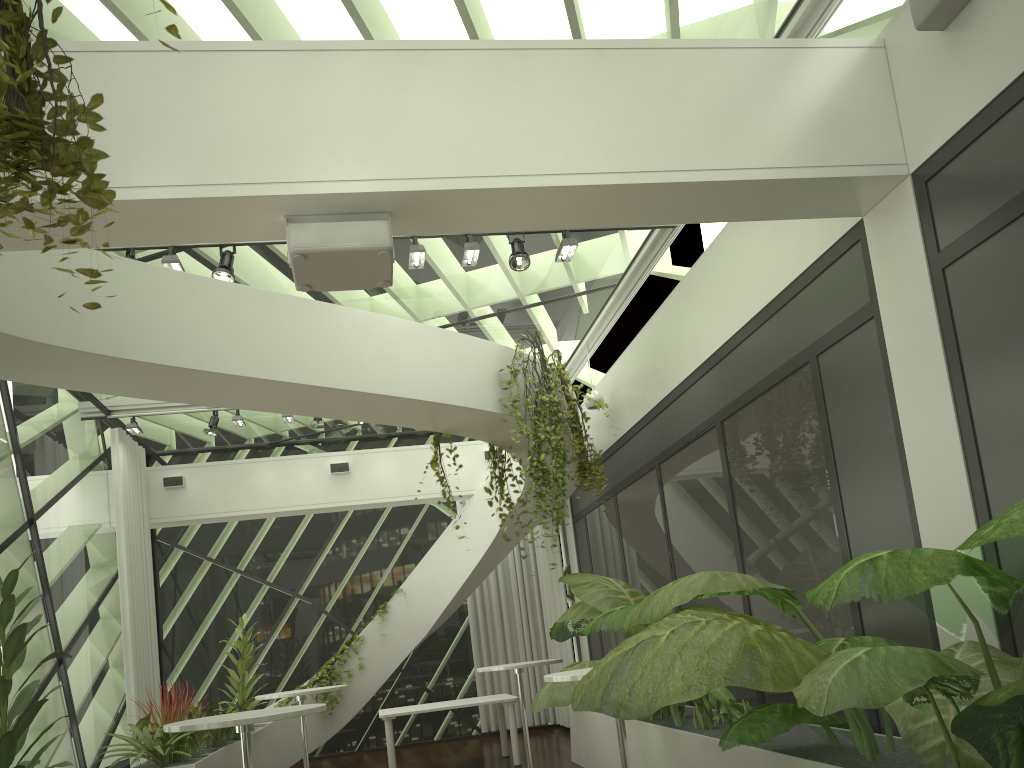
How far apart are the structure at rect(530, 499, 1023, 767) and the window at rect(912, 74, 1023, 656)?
0.4 meters

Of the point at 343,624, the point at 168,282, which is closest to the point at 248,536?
the point at 343,624

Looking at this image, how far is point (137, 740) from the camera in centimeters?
719cm

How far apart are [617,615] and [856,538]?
1.5 meters

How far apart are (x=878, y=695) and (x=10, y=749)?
3.6 meters

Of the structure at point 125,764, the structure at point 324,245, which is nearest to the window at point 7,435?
the structure at point 125,764

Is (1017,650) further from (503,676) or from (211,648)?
(211,648)

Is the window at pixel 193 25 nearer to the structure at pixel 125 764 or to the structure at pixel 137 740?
the structure at pixel 137 740

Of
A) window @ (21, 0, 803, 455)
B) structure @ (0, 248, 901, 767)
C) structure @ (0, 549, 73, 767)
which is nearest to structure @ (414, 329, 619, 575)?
structure @ (0, 248, 901, 767)

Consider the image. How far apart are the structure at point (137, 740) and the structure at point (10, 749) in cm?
294
